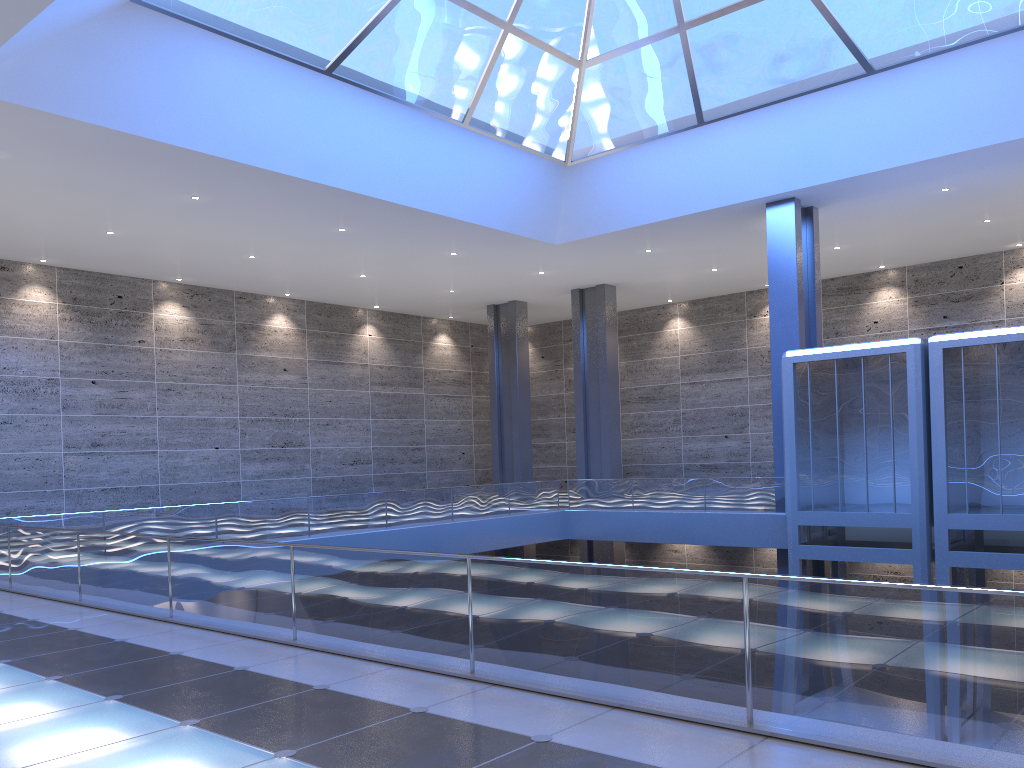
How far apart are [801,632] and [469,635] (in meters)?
2.99
